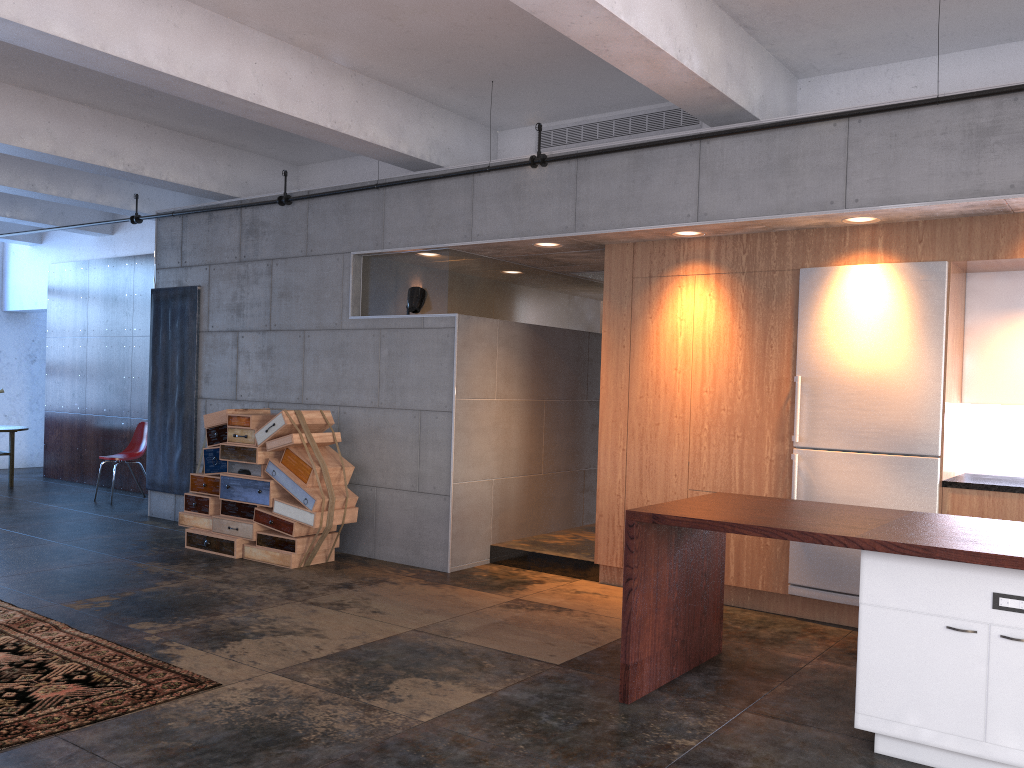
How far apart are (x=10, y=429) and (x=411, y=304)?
7.3m

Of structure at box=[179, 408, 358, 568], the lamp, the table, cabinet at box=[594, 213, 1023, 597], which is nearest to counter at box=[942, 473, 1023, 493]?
cabinet at box=[594, 213, 1023, 597]

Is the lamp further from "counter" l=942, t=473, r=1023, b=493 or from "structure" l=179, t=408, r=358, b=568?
"counter" l=942, t=473, r=1023, b=493

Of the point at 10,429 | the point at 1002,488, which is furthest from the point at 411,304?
the point at 10,429

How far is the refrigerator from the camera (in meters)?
5.57

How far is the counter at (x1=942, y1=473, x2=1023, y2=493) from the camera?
5.3 meters

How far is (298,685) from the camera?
4.5m

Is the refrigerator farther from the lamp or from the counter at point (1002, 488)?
the lamp

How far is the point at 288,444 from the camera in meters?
7.4

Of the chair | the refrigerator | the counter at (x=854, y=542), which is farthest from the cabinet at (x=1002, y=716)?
the chair
